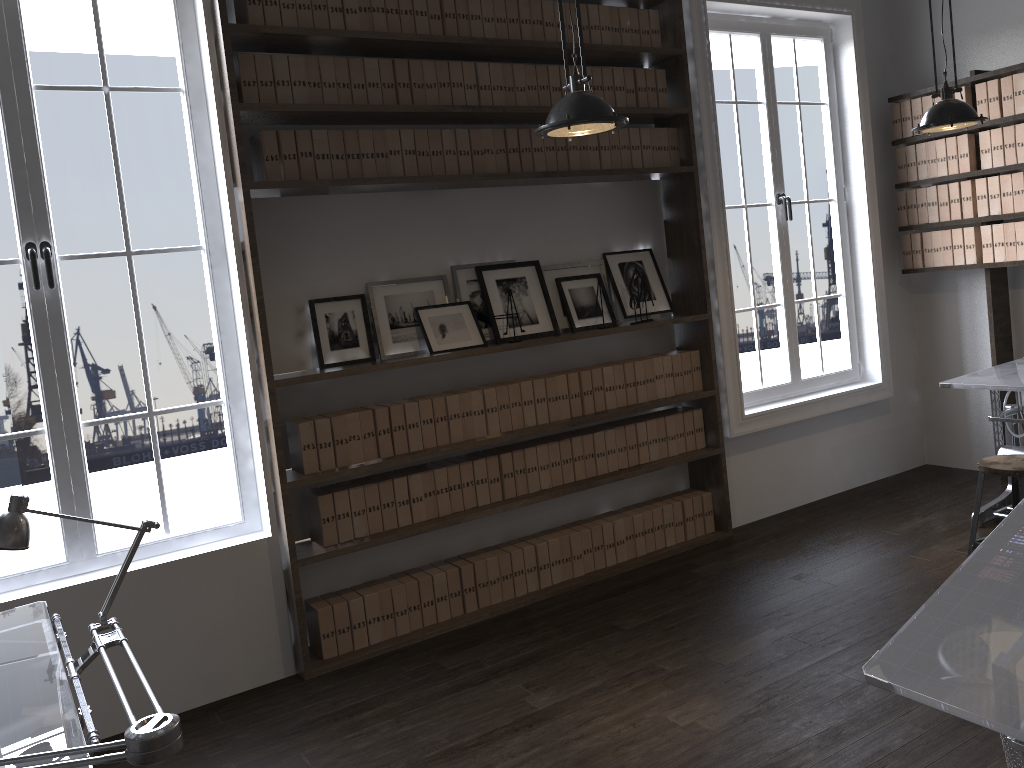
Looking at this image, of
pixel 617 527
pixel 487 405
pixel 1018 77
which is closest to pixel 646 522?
pixel 617 527

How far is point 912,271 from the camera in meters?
5.6 m

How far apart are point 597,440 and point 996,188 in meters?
2.8 m

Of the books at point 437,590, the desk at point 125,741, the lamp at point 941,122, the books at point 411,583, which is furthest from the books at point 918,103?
the desk at point 125,741

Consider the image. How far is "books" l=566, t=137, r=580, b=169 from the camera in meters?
4.4 m

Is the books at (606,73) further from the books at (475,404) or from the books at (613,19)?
the books at (475,404)

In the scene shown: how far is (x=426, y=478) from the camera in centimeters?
407cm

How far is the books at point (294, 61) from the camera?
3.7m

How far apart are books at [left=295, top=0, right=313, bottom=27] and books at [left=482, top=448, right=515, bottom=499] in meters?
2.1

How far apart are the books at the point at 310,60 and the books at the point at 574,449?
2.00m
